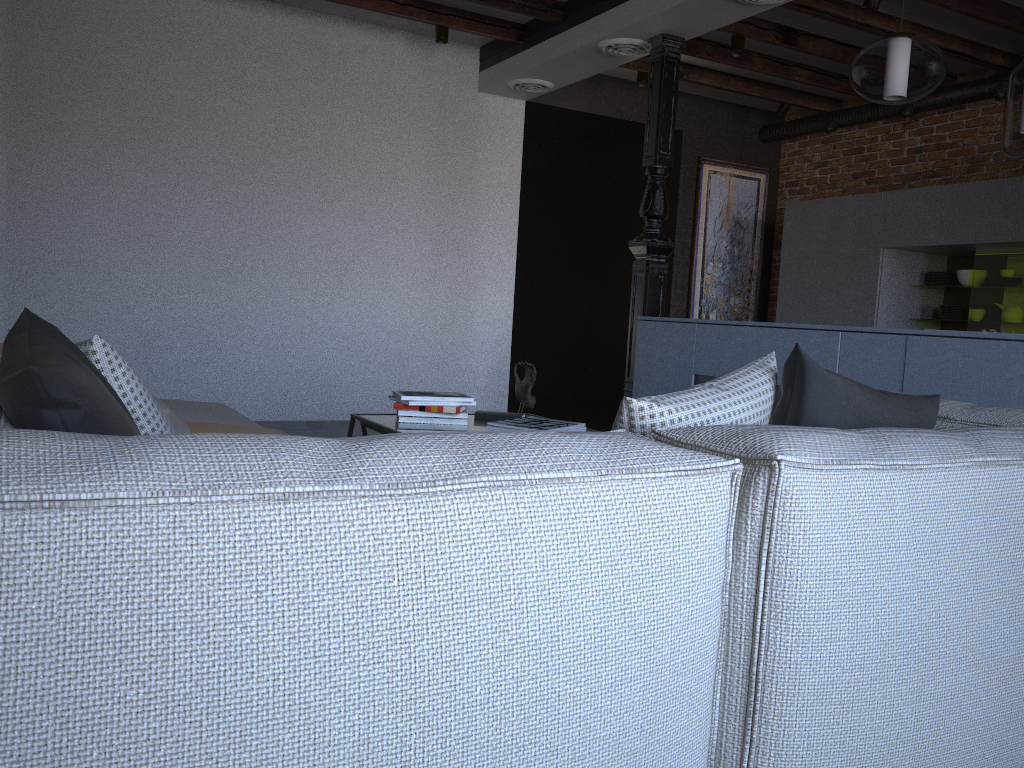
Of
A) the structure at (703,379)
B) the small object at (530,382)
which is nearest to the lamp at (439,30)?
the structure at (703,379)

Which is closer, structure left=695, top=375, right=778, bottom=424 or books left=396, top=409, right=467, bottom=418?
books left=396, top=409, right=467, bottom=418

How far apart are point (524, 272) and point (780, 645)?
8.75m

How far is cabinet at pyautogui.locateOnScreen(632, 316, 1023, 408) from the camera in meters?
3.0 m

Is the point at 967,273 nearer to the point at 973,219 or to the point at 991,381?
the point at 973,219

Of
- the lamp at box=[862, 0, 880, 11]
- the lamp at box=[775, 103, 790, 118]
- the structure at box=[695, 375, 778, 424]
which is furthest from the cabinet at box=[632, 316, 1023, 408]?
the lamp at box=[775, 103, 790, 118]

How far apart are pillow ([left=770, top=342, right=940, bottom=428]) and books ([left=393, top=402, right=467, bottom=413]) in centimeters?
160cm

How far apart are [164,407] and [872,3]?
4.3 meters

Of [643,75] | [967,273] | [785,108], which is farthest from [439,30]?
[967,273]

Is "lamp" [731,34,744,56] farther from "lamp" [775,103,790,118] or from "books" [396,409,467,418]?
"books" [396,409,467,418]
